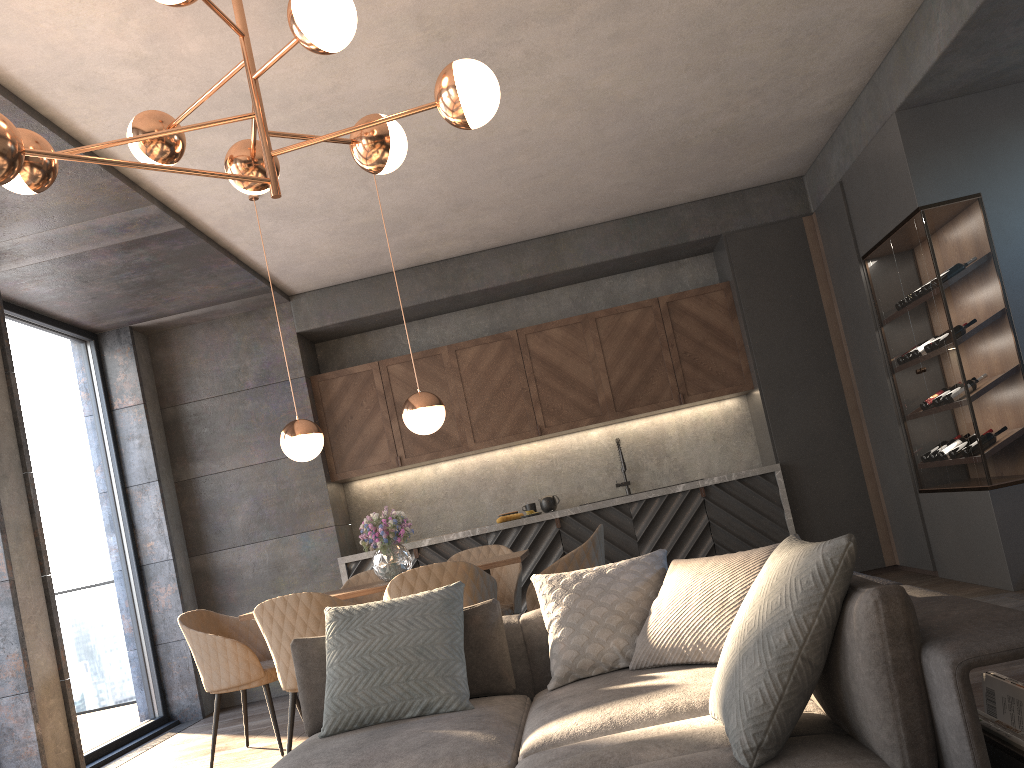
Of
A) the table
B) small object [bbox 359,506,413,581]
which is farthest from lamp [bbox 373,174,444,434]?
the table

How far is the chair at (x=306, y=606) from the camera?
3.94m

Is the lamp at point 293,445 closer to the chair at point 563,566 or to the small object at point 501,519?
the chair at point 563,566

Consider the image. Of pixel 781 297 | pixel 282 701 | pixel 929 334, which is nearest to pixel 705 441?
pixel 781 297

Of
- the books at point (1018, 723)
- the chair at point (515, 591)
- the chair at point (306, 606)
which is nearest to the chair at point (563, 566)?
the chair at point (515, 591)

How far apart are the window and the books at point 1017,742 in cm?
518

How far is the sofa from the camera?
1.6 meters

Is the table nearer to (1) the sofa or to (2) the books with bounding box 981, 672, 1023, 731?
(1) the sofa

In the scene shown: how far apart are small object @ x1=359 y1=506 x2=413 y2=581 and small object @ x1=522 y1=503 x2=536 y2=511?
2.16m

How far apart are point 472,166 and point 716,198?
2.4 meters
